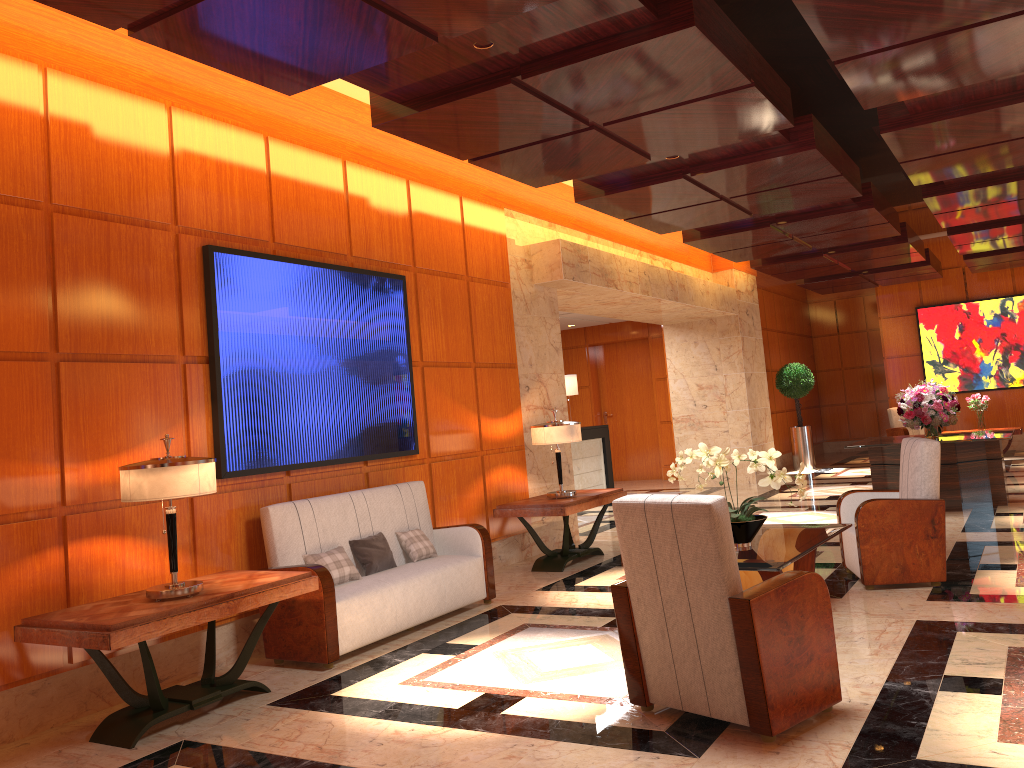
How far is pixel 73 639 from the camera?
3.93m

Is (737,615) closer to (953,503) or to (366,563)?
(366,563)

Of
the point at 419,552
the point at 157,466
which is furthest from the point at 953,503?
the point at 157,466

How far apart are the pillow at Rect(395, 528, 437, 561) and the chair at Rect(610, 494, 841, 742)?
2.6 meters

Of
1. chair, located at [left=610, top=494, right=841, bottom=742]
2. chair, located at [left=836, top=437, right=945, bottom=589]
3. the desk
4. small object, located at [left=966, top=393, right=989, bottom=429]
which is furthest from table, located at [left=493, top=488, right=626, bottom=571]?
small object, located at [left=966, top=393, right=989, bottom=429]

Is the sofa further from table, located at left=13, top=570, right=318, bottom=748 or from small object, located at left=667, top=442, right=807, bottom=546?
small object, located at left=667, top=442, right=807, bottom=546

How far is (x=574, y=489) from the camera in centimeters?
960cm

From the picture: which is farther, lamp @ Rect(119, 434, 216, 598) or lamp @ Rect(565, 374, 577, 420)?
lamp @ Rect(565, 374, 577, 420)

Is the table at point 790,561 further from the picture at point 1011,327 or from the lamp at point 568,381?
the picture at point 1011,327

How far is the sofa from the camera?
5.18m
